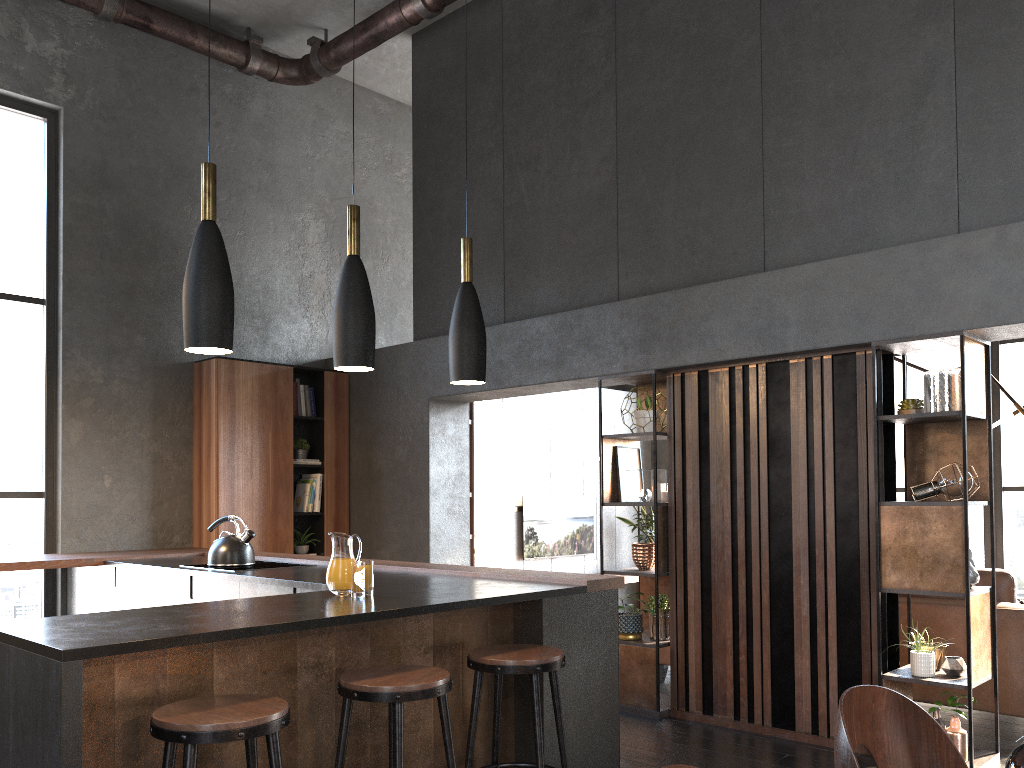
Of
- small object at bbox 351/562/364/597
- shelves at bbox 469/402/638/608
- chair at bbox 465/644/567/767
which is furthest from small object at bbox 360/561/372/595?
shelves at bbox 469/402/638/608

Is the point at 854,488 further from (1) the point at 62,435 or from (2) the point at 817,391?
(1) the point at 62,435

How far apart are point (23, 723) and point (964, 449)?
3.8m

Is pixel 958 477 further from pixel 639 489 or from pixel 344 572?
pixel 344 572

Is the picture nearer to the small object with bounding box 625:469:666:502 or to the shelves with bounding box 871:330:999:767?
the small object with bounding box 625:469:666:502

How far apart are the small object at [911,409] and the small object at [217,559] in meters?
3.5 m

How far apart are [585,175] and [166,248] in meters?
3.2

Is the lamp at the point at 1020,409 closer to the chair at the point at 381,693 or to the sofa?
the sofa

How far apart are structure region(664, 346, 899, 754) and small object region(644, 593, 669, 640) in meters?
0.1 m

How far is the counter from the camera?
2.4m
